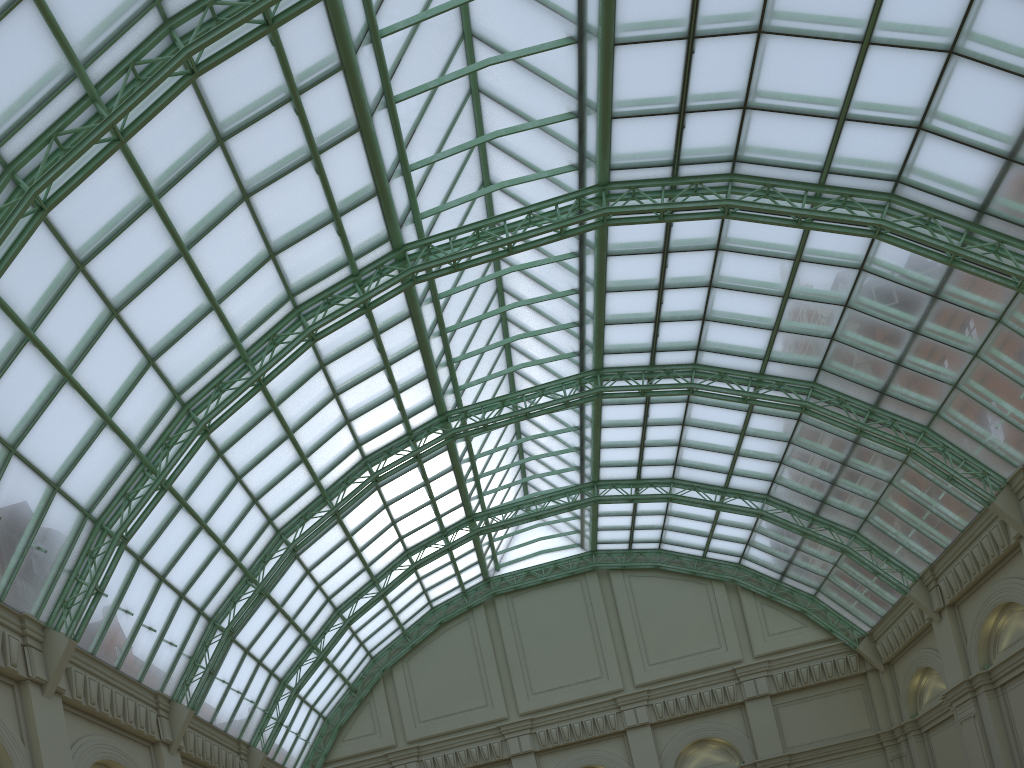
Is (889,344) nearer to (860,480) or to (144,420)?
(860,480)
